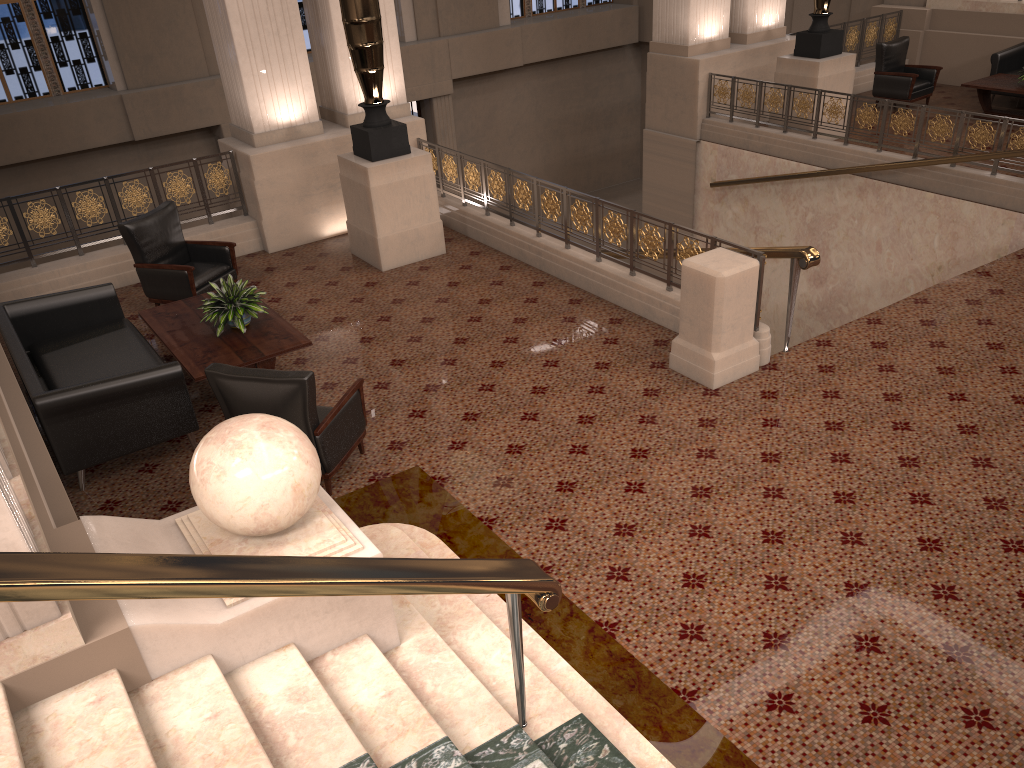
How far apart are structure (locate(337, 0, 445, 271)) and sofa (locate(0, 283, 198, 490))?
2.5m

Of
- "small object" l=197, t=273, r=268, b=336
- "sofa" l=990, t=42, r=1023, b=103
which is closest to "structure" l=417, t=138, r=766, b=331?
"small object" l=197, t=273, r=268, b=336

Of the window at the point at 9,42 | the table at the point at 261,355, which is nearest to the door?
the window at the point at 9,42

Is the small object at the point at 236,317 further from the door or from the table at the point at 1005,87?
the door

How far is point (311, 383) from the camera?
4.86m

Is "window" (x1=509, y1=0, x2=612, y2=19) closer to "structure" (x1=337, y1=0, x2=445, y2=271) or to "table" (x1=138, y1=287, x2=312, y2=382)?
"structure" (x1=337, y1=0, x2=445, y2=271)

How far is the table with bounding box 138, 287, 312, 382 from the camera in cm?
605

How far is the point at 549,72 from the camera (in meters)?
18.90

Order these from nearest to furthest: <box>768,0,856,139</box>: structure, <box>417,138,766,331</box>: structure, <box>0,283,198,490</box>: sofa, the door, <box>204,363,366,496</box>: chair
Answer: <box>204,363,366,496</box>: chair
<box>0,283,198,490</box>: sofa
<box>417,138,766,331</box>: structure
<box>768,0,856,139</box>: structure
the door

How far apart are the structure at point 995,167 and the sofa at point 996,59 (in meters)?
3.63
